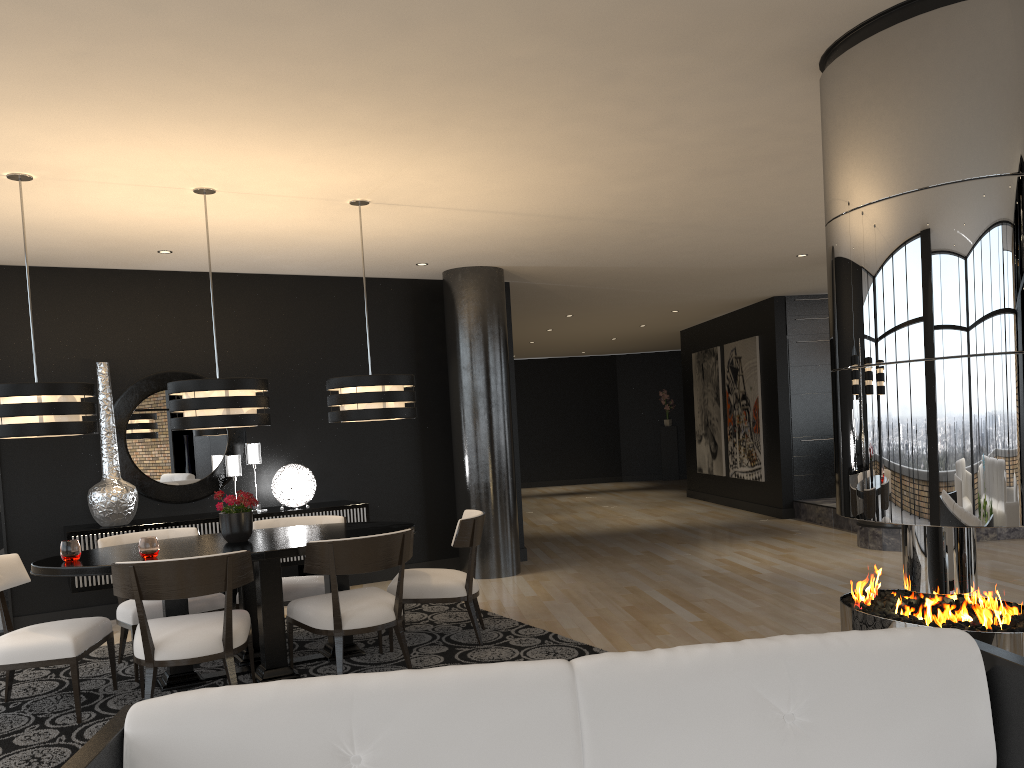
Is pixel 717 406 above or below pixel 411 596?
above

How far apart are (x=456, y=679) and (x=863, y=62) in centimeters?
276cm

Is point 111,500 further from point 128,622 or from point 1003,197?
A: point 1003,197

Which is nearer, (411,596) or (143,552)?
(143,552)

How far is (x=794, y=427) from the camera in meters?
A: 10.8 m

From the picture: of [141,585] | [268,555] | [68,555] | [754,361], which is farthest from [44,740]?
[754,361]

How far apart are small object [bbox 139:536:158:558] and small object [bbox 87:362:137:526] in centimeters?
224cm

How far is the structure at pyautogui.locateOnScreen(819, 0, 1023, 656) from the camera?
3.0 meters

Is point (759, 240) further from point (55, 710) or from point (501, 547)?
point (55, 710)

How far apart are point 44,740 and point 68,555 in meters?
0.9
